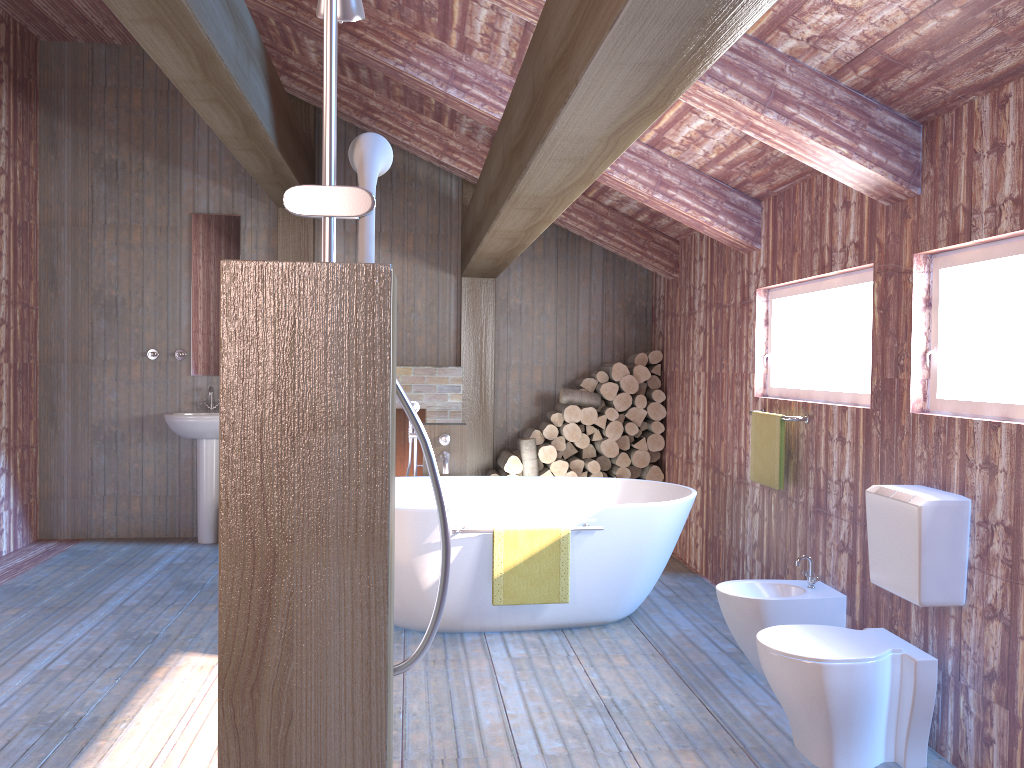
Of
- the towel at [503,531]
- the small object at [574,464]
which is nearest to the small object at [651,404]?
the small object at [574,464]

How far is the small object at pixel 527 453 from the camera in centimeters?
641cm

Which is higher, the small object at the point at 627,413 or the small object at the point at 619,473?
the small object at the point at 627,413

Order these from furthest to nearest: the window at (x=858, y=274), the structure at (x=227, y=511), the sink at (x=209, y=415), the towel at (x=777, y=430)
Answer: the sink at (x=209, y=415)
the towel at (x=777, y=430)
the window at (x=858, y=274)
the structure at (x=227, y=511)

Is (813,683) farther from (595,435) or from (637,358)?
(637,358)

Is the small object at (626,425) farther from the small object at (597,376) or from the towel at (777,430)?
the towel at (777,430)

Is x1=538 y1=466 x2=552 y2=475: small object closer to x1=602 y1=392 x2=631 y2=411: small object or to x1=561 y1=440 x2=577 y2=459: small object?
x1=561 y1=440 x2=577 y2=459: small object

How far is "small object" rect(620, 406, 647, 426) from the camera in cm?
650

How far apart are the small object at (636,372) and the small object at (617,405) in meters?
0.2 m

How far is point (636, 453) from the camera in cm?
651
